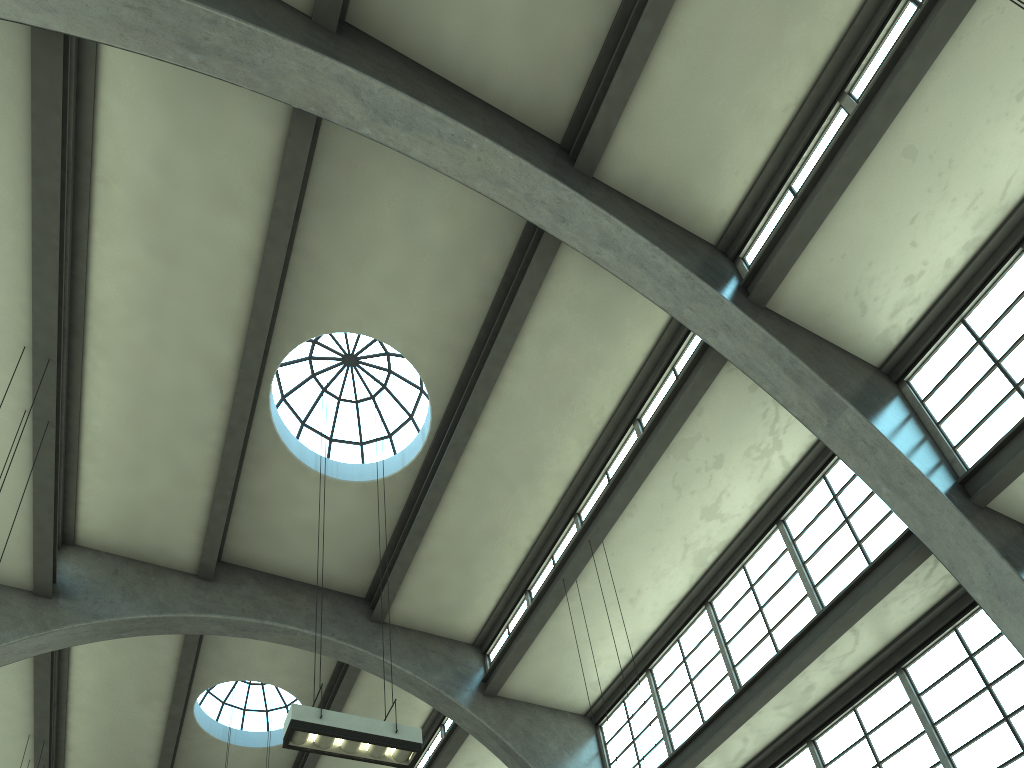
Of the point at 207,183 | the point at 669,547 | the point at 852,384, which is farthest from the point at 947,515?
the point at 207,183

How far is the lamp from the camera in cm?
804

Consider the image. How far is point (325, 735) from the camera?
8.04m
